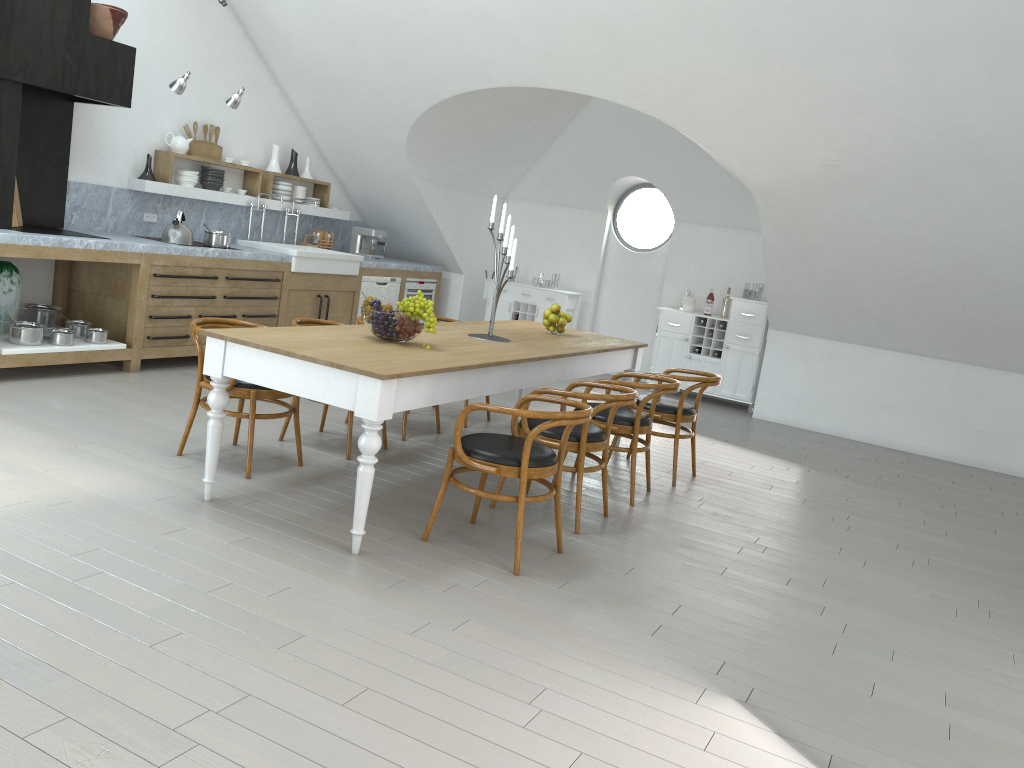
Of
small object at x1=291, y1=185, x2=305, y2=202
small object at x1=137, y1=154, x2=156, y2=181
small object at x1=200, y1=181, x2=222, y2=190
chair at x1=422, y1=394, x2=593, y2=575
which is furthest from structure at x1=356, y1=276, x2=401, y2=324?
chair at x1=422, y1=394, x2=593, y2=575

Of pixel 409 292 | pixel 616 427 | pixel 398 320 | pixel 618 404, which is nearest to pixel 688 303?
pixel 409 292

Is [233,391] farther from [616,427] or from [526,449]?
[616,427]

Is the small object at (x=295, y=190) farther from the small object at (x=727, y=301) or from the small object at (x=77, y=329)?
the small object at (x=727, y=301)

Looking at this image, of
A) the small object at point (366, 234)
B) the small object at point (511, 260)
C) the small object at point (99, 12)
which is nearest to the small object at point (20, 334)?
the small object at point (99, 12)

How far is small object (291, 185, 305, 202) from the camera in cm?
889

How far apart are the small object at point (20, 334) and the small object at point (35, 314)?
0.53m

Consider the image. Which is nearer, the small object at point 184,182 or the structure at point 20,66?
the structure at point 20,66

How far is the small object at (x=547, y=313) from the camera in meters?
6.1

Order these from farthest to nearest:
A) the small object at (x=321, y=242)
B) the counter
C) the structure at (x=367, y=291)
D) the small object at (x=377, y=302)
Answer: the small object at (x=321, y=242) < the structure at (x=367, y=291) < the counter < the small object at (x=377, y=302)
